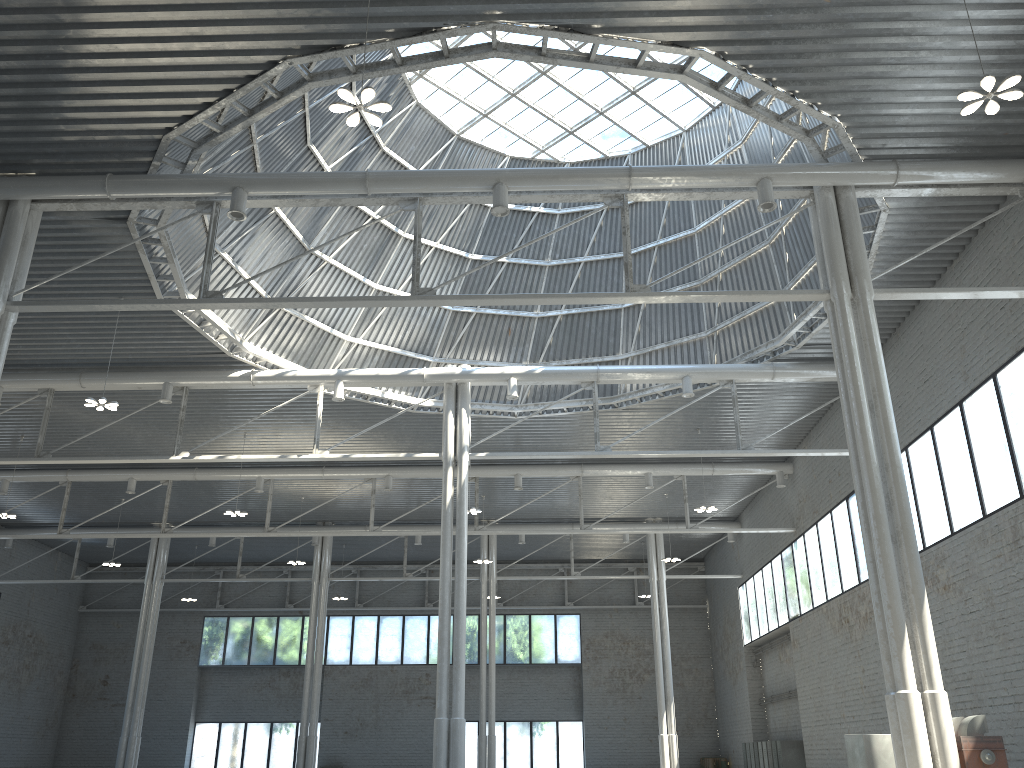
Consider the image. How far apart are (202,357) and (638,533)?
23.79m

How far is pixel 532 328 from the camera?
41.2m
